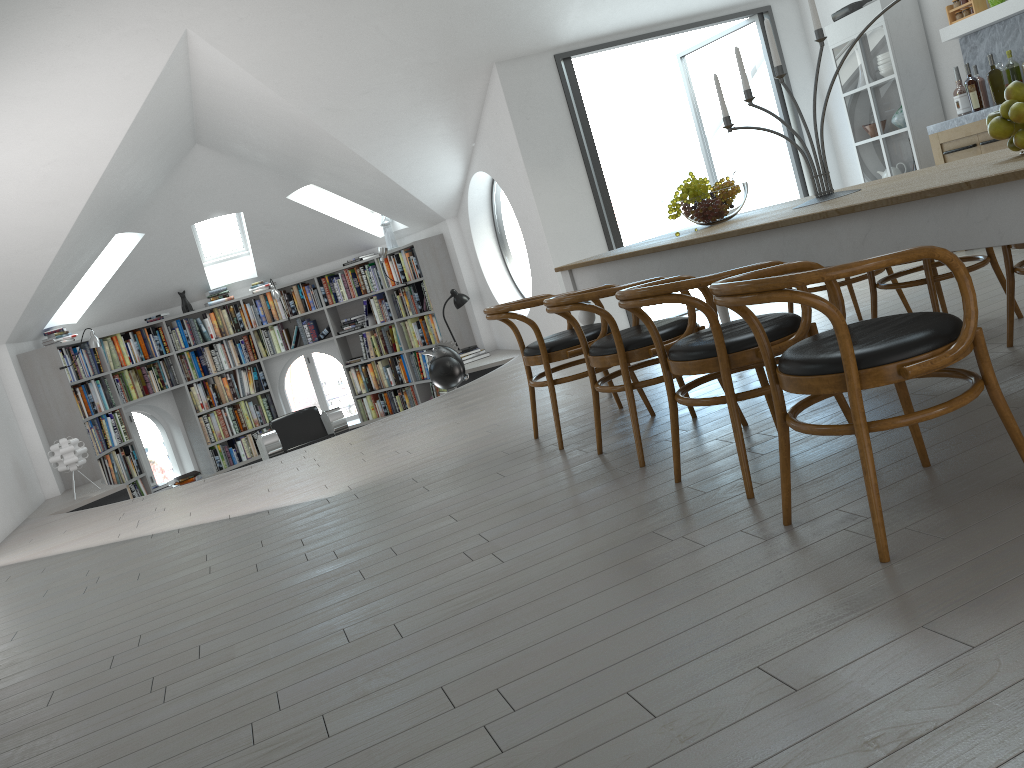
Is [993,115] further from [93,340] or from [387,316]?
[387,316]

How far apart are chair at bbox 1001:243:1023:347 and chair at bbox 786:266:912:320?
1.03m

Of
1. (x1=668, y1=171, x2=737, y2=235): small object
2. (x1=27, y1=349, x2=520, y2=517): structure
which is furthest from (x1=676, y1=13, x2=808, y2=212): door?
(x1=668, y1=171, x2=737, y2=235): small object

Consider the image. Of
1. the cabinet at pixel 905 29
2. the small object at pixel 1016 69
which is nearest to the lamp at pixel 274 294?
the cabinet at pixel 905 29

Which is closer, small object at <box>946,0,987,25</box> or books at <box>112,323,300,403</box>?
small object at <box>946,0,987,25</box>

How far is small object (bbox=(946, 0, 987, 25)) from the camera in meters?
6.2

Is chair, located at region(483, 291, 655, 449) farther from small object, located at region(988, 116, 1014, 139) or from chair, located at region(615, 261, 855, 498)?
small object, located at region(988, 116, 1014, 139)

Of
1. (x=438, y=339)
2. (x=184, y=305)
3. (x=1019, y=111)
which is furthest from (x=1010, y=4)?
(x=184, y=305)

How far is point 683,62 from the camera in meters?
8.7

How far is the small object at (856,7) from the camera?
7.0m
